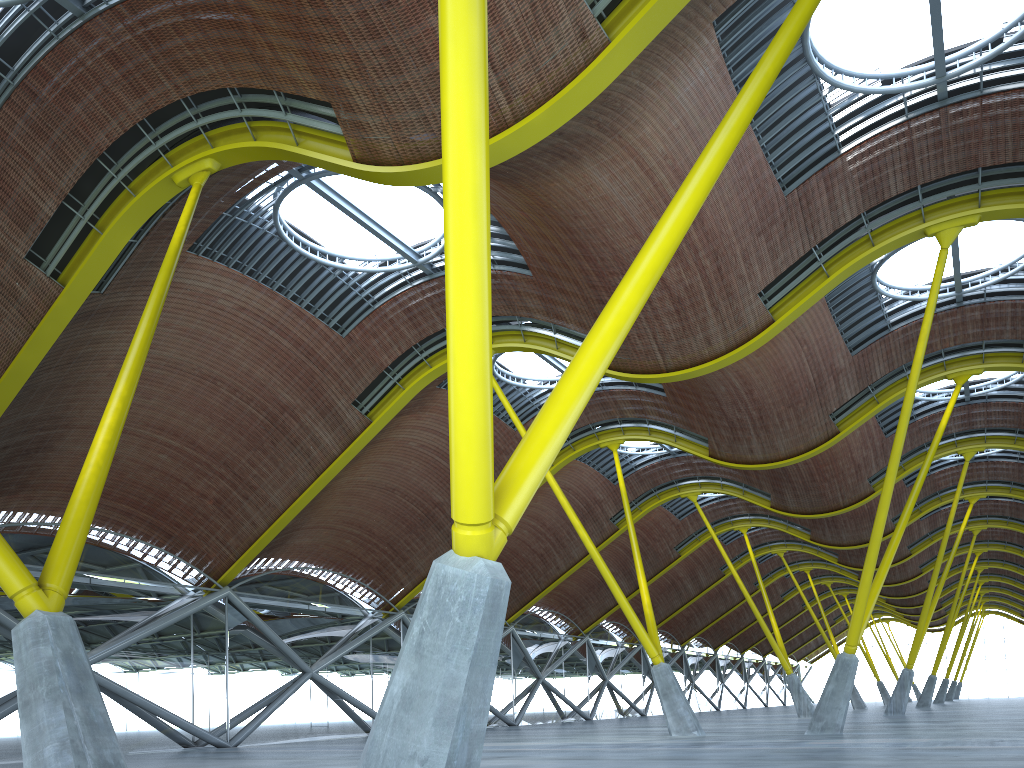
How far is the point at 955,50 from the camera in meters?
20.7

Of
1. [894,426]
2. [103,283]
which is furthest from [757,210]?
[894,426]
